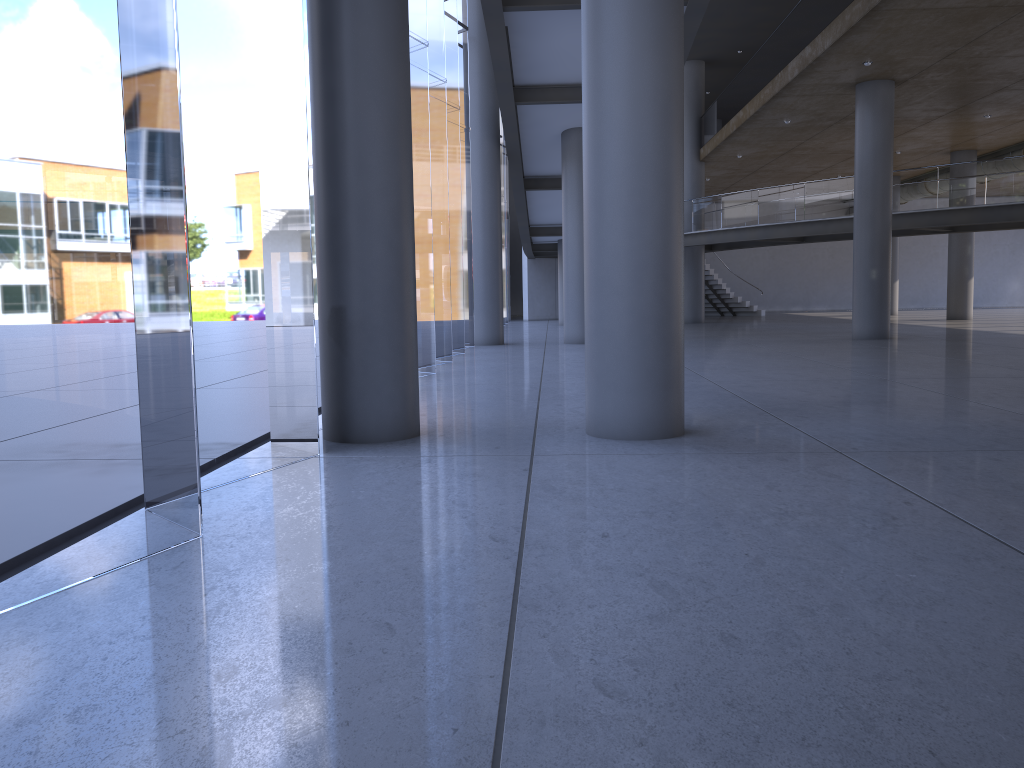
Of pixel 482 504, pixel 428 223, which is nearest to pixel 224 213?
pixel 482 504
